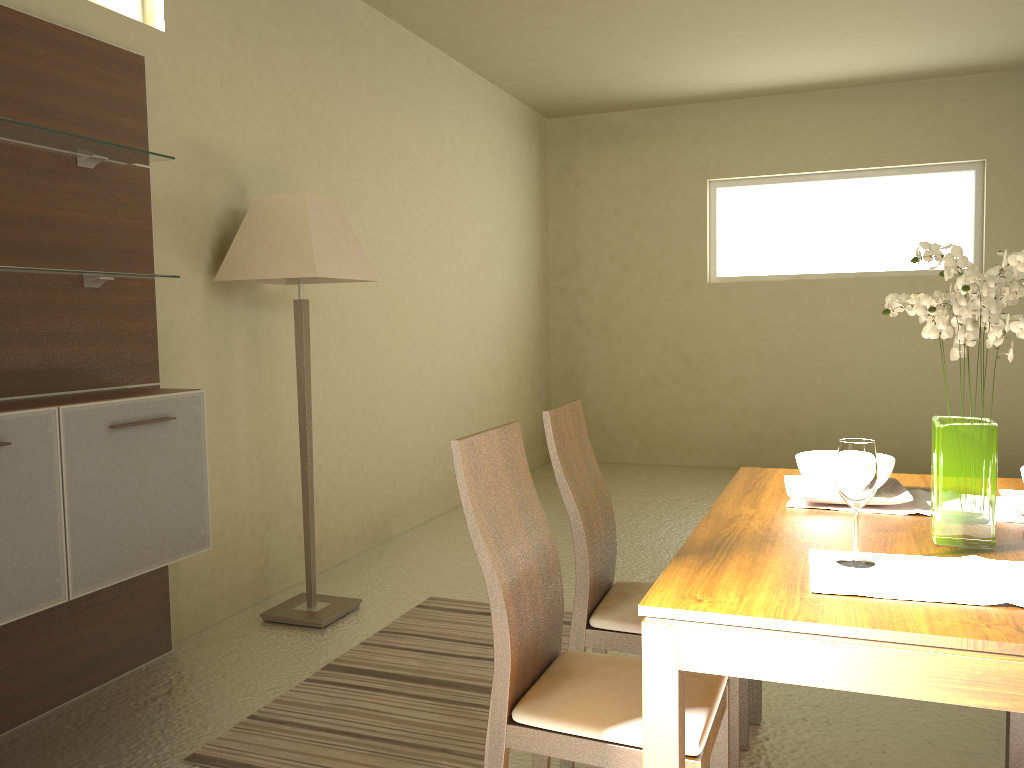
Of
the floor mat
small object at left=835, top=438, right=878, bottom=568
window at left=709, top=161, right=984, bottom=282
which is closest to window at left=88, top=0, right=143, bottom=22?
the floor mat

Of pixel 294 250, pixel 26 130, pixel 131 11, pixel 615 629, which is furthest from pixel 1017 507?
pixel 131 11

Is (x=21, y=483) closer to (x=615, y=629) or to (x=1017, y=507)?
(x=615, y=629)

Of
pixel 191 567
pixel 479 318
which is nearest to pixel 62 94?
pixel 191 567

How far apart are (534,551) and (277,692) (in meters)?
1.52

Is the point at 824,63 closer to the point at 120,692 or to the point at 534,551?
the point at 534,551

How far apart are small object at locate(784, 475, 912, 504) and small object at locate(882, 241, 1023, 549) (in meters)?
0.27

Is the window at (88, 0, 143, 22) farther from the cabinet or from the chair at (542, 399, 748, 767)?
the chair at (542, 399, 748, 767)

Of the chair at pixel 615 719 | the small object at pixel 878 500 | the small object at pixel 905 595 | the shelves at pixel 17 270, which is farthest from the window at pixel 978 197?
the small object at pixel 905 595

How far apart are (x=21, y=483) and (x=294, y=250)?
1.4m
